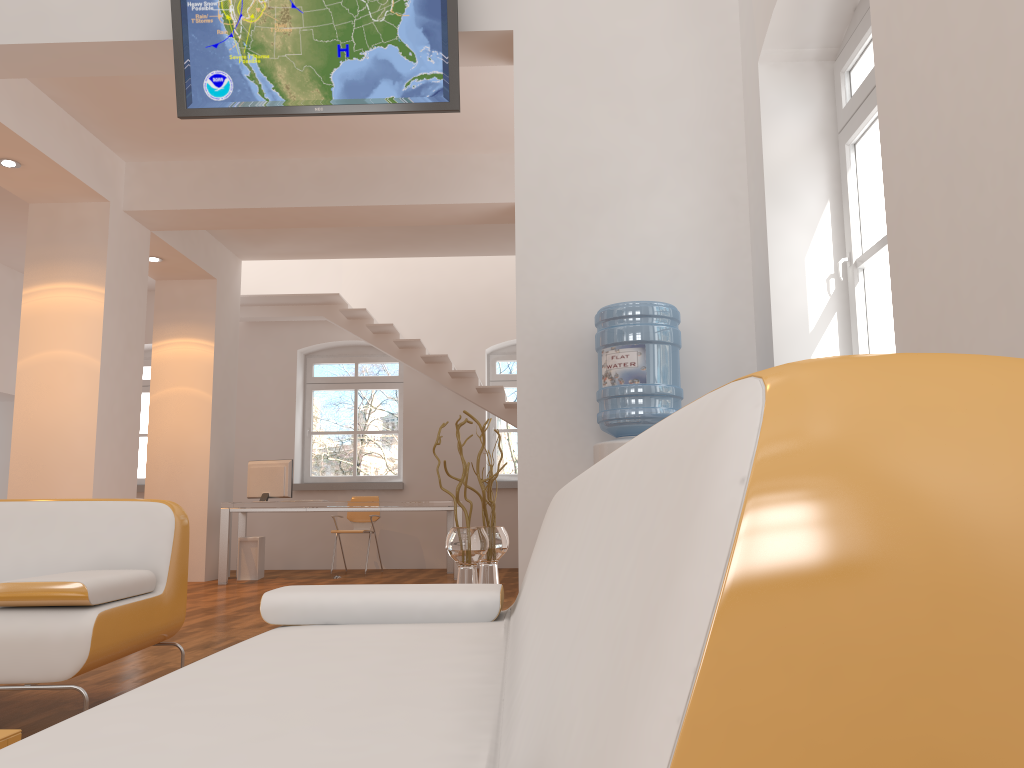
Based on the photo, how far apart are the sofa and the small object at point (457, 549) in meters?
2.0 m

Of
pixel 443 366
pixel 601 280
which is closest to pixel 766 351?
pixel 601 280

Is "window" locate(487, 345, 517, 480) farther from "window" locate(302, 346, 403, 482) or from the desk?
the desk

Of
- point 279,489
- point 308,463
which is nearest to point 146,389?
point 308,463

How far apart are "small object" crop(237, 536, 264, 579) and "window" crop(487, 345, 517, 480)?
3.1m

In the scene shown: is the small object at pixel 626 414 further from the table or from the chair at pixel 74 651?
the table

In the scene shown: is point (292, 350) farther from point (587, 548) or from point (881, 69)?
point (587, 548)

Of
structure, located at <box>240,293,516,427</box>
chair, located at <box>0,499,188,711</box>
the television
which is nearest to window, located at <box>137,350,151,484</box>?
structure, located at <box>240,293,516,427</box>

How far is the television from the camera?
4.3 meters

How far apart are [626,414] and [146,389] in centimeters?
899cm
